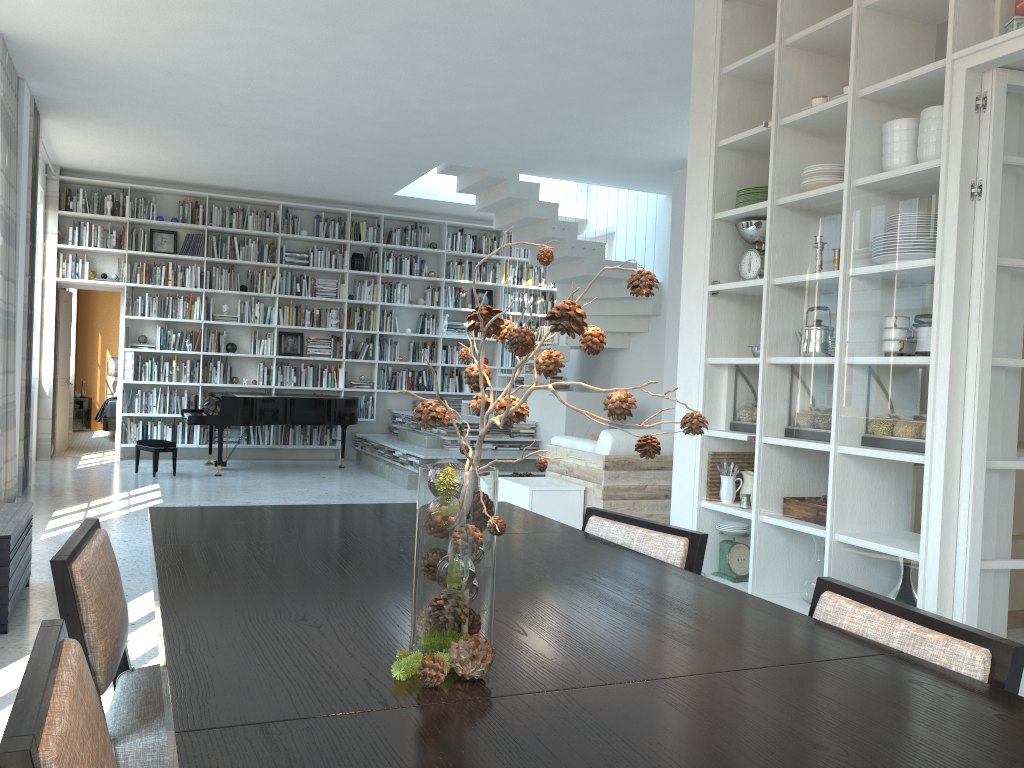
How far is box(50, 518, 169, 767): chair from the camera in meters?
1.6 m

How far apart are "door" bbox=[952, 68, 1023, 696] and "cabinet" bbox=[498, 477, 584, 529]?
2.6m

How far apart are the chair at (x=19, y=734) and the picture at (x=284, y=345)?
10.0 meters

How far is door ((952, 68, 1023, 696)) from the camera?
3.0m

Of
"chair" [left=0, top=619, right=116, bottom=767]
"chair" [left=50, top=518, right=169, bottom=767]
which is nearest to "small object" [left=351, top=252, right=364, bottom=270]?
"chair" [left=50, top=518, right=169, bottom=767]

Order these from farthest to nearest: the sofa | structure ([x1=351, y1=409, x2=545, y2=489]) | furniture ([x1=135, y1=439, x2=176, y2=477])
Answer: structure ([x1=351, y1=409, x2=545, y2=489])
furniture ([x1=135, y1=439, x2=176, y2=477])
the sofa

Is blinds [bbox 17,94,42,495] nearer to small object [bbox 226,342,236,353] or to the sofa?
small object [bbox 226,342,236,353]

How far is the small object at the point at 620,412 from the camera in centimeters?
111cm

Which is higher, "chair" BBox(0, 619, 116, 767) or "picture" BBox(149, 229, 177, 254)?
"picture" BBox(149, 229, 177, 254)

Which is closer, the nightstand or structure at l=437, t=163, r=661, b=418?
structure at l=437, t=163, r=661, b=418
